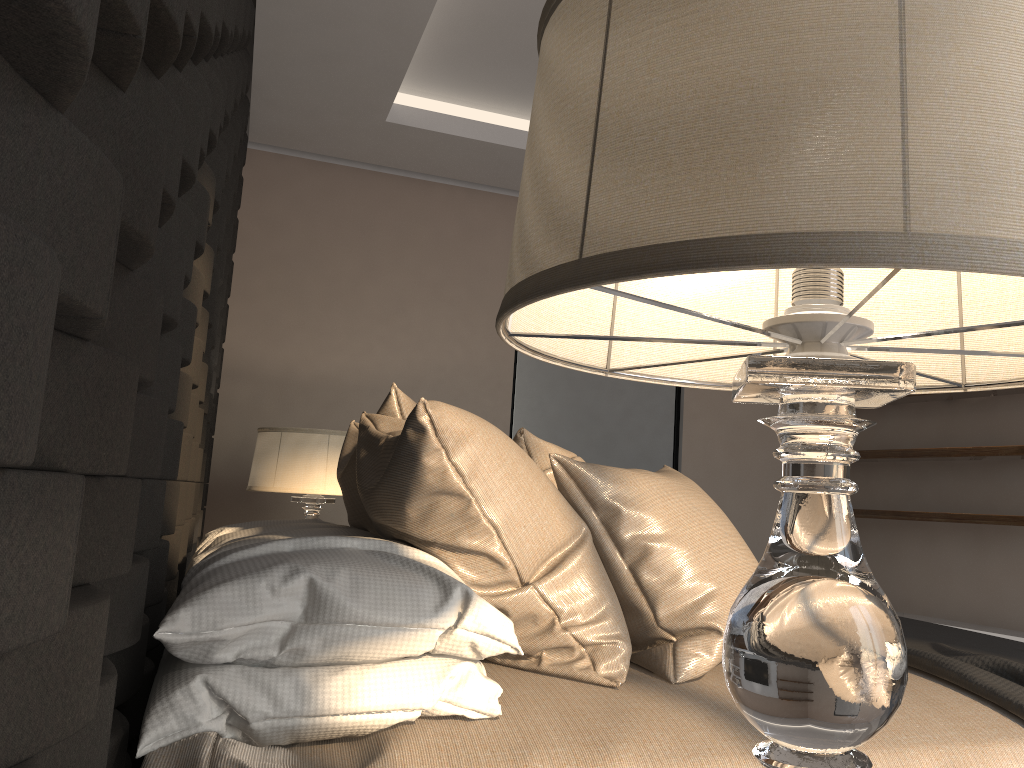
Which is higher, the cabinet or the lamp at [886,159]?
the lamp at [886,159]

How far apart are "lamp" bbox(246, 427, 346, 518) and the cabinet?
2.99m

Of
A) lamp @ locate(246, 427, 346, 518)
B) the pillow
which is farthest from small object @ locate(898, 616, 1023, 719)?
lamp @ locate(246, 427, 346, 518)

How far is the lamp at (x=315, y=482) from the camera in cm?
313

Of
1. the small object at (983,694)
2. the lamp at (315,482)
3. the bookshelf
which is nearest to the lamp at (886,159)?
the small object at (983,694)

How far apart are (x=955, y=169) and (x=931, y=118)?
0.03m

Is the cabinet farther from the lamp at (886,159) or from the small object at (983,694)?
the lamp at (886,159)

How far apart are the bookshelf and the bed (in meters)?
2.74

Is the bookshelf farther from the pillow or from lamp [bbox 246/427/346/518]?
lamp [bbox 246/427/346/518]

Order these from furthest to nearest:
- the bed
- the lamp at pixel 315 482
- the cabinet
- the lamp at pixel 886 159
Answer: the cabinet → the lamp at pixel 315 482 → the bed → the lamp at pixel 886 159
